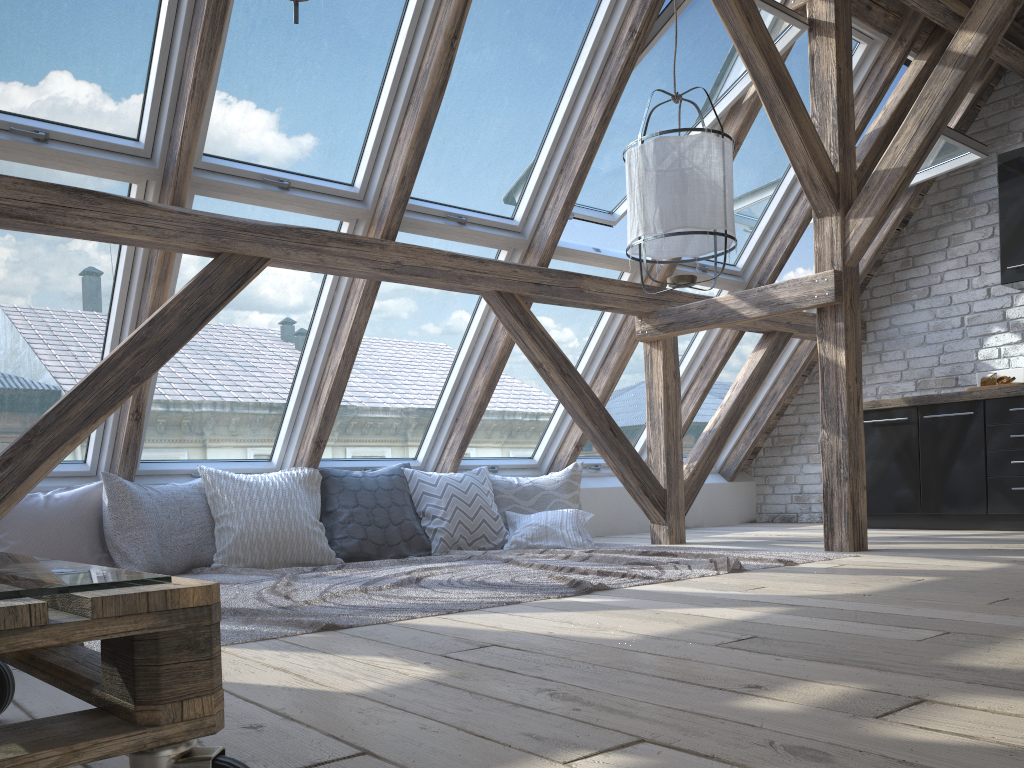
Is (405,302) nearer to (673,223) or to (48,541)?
(673,223)

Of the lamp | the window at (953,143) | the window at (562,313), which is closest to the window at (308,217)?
the window at (562,313)

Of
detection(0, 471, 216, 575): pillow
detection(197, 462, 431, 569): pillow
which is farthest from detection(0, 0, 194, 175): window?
detection(197, 462, 431, 569): pillow

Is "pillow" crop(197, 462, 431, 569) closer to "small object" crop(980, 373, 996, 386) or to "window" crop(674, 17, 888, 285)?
"window" crop(674, 17, 888, 285)

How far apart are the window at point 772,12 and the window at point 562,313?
0.0 meters

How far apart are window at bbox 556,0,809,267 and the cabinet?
2.0 meters

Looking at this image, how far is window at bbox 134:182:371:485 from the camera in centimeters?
404cm

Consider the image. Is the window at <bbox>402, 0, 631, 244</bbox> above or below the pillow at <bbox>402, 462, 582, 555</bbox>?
above

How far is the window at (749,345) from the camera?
6.4 meters

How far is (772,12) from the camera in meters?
4.3 m
